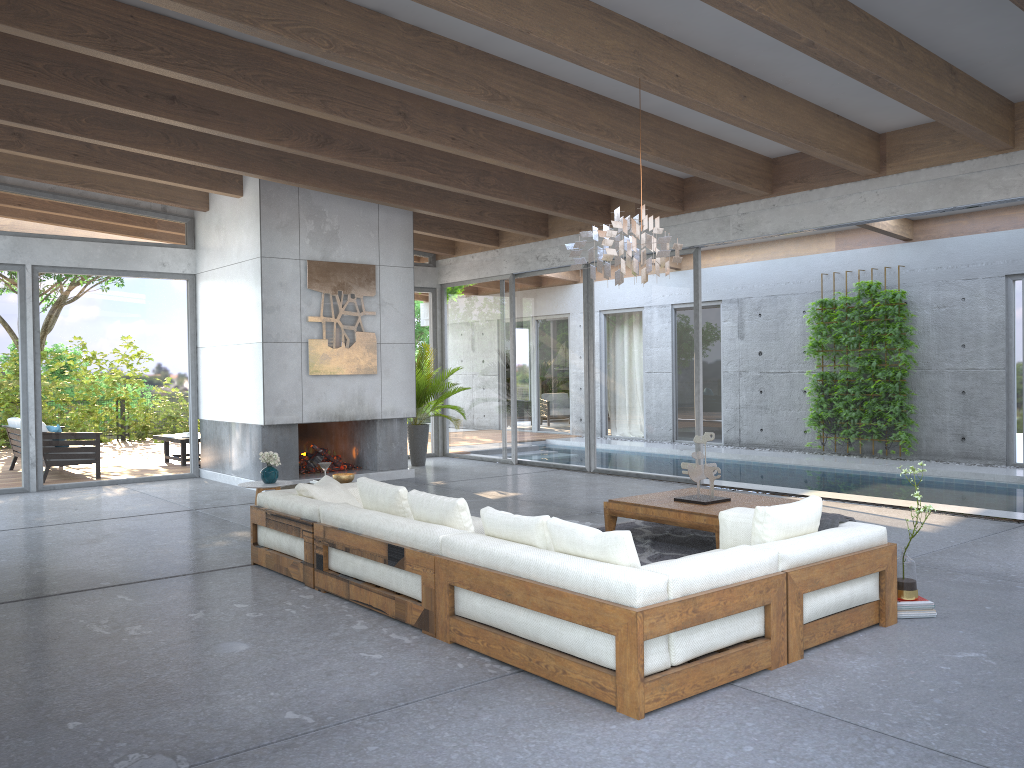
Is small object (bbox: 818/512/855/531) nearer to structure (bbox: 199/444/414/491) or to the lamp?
the lamp

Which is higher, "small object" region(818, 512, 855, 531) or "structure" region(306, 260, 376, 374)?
"structure" region(306, 260, 376, 374)

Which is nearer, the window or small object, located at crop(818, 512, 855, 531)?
small object, located at crop(818, 512, 855, 531)

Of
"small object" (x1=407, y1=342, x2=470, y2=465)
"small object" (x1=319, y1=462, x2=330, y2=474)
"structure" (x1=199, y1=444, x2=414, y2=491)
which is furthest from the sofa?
"small object" (x1=407, y1=342, x2=470, y2=465)

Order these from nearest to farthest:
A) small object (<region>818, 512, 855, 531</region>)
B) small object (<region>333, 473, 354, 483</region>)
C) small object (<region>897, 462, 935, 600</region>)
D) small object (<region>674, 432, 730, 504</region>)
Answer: small object (<region>818, 512, 855, 531</region>) < small object (<region>897, 462, 935, 600</region>) < small object (<region>674, 432, 730, 504</region>) < small object (<region>333, 473, 354, 483</region>)

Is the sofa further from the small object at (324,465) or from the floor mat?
the floor mat

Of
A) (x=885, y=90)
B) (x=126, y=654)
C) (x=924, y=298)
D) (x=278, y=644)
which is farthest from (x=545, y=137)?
(x=924, y=298)

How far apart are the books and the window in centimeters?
545cm

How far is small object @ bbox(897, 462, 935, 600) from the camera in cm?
477

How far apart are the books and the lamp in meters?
2.6 m
